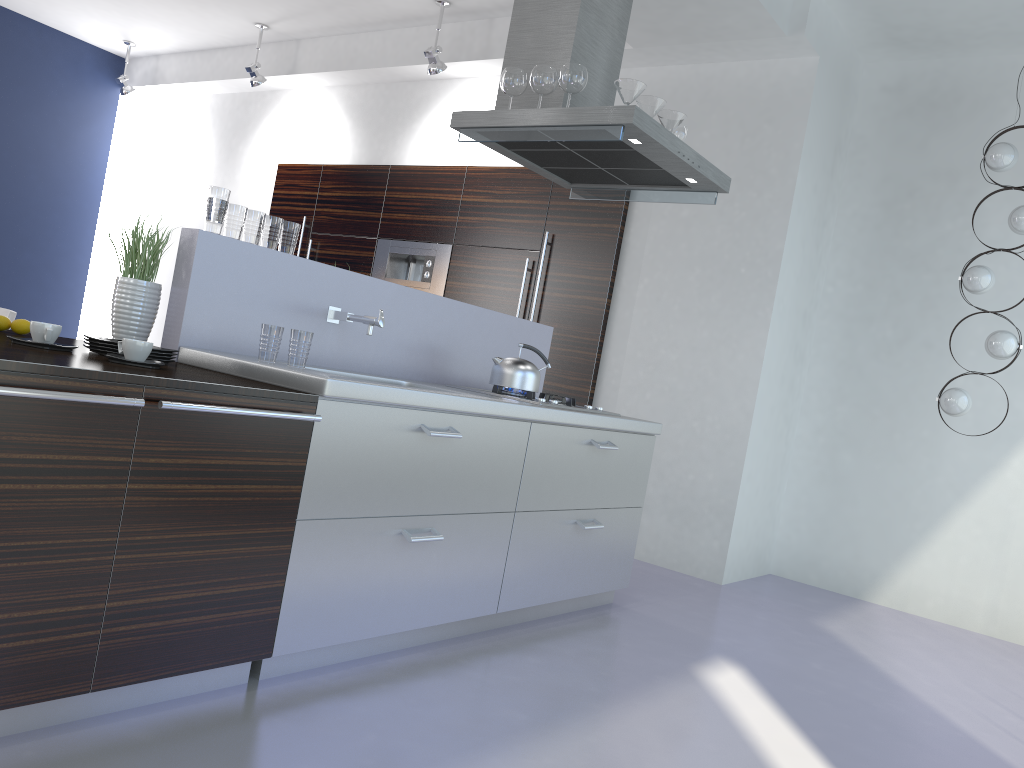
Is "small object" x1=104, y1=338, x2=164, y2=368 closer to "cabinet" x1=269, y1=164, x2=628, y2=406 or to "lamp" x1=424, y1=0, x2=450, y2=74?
"cabinet" x1=269, y1=164, x2=628, y2=406

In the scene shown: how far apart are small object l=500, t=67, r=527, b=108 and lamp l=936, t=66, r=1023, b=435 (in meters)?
2.71

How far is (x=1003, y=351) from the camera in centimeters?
469cm

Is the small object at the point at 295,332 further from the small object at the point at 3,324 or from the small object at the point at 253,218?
the small object at the point at 3,324

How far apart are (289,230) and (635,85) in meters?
1.5

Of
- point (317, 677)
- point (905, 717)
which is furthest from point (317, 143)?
point (905, 717)

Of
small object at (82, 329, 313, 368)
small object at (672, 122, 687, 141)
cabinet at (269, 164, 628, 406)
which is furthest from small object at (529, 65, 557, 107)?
cabinet at (269, 164, 628, 406)

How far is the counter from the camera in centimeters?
252cm

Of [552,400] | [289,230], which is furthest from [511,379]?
[289,230]

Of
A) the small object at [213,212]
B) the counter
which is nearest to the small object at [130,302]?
the counter
